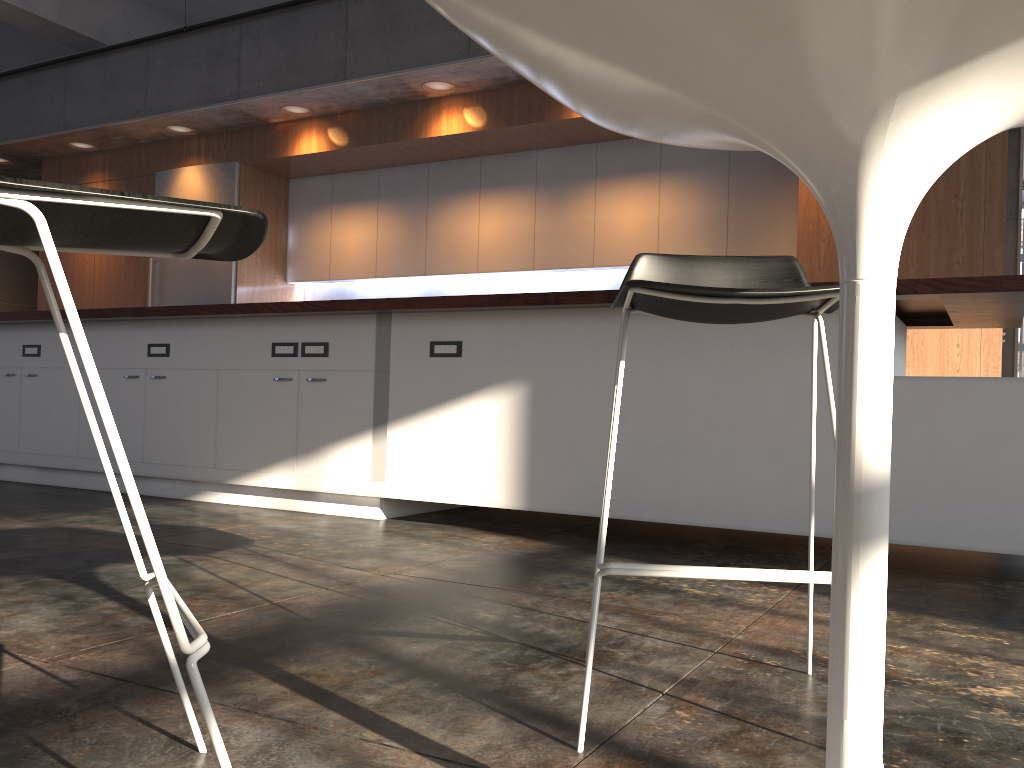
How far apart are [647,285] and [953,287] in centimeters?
177cm

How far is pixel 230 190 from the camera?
7.29m

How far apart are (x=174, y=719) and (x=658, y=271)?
1.2m

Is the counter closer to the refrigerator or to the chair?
the chair

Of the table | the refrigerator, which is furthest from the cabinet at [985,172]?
the table

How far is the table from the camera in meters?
0.7

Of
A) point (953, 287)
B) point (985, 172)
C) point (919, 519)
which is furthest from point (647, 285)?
point (985, 172)

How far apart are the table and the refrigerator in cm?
655

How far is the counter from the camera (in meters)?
2.70

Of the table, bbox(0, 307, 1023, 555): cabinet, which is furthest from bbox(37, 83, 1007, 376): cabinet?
the table
